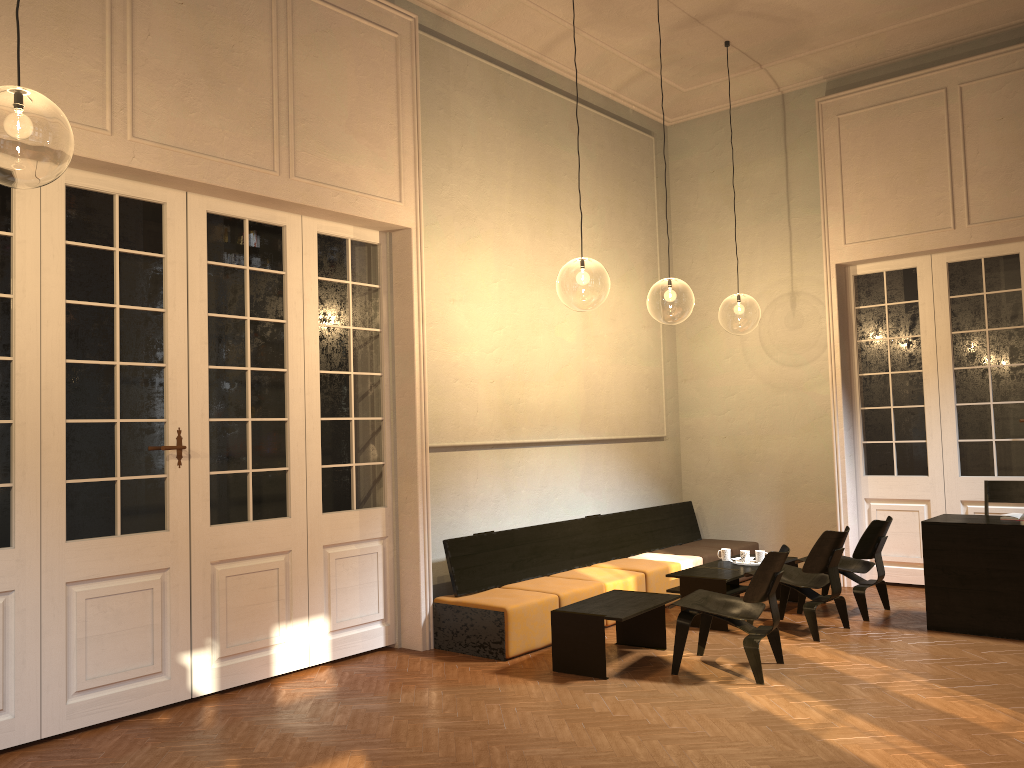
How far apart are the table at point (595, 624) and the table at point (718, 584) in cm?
75

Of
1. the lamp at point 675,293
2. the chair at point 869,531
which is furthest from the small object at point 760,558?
the lamp at point 675,293

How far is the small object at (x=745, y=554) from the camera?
7.8m

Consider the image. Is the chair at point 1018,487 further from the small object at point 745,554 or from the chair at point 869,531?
the small object at point 745,554

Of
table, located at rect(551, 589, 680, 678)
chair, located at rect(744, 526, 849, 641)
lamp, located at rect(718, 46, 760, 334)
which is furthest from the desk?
lamp, located at rect(718, 46, 760, 334)

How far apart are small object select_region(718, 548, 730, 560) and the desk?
1.7m

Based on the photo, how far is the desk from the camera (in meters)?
6.44

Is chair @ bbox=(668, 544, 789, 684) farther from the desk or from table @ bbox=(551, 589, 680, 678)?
the desk

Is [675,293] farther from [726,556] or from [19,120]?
[19,120]

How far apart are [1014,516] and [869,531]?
1.05m
